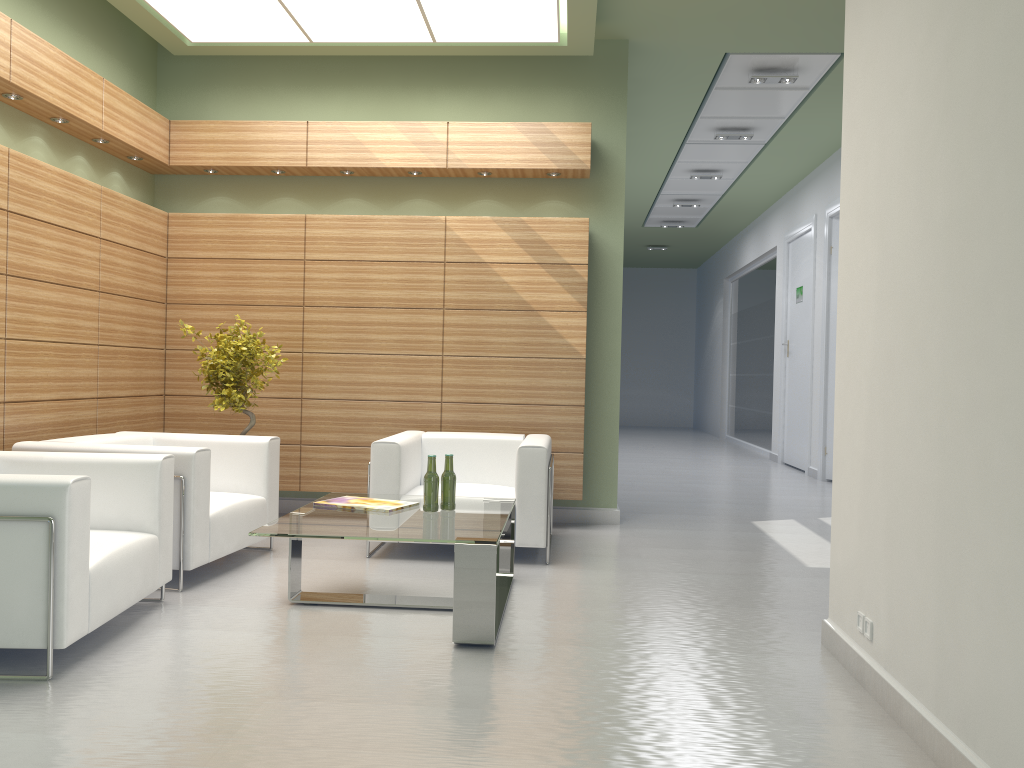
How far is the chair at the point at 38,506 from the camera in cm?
541

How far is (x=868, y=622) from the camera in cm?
561

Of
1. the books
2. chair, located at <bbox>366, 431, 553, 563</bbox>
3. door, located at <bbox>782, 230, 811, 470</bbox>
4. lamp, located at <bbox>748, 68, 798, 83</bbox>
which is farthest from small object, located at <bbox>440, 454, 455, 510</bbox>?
door, located at <bbox>782, 230, 811, 470</bbox>

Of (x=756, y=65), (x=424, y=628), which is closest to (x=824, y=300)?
(x=756, y=65)

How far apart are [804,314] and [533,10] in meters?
11.3

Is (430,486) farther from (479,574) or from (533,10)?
(533,10)

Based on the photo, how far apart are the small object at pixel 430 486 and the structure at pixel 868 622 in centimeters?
337cm

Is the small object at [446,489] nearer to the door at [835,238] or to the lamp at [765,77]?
the lamp at [765,77]

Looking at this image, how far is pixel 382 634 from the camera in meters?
6.5 m

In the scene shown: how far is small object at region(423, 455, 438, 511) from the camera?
7.39m
